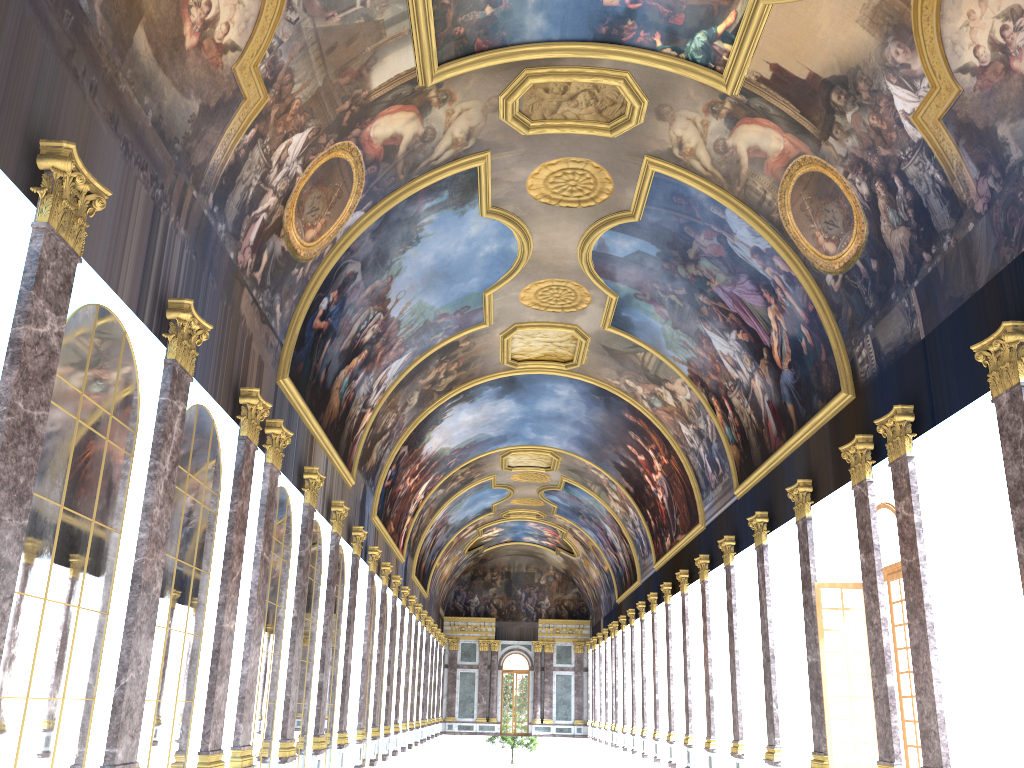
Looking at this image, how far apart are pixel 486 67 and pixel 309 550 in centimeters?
1075cm

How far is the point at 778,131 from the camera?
16.7 meters

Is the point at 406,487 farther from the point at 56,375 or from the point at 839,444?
the point at 56,375
